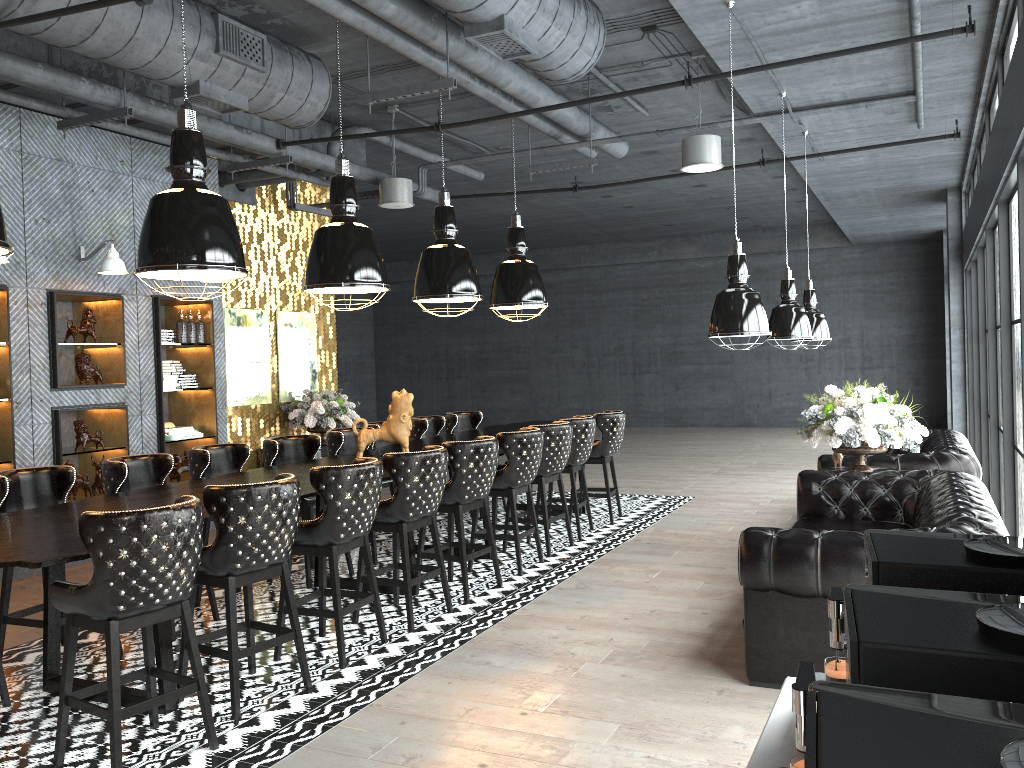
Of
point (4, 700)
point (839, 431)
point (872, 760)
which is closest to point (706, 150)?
point (839, 431)

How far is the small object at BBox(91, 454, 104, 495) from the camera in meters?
7.8 m

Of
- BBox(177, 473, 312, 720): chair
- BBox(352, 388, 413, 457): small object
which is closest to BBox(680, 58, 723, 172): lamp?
BBox(352, 388, 413, 457): small object

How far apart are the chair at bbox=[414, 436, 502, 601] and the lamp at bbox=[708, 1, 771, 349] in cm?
168

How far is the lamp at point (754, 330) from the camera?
5.37m

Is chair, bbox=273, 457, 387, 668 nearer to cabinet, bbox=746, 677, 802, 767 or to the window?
cabinet, bbox=746, 677, 802, 767

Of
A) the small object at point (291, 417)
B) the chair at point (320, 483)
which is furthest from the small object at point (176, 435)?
the chair at point (320, 483)

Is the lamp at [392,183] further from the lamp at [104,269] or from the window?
the window

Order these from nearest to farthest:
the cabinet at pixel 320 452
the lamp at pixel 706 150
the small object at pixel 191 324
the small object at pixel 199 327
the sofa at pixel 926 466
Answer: the sofa at pixel 926 466
the lamp at pixel 706 150
the small object at pixel 191 324
the small object at pixel 199 327
the cabinet at pixel 320 452

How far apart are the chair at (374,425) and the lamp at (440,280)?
1.2m
